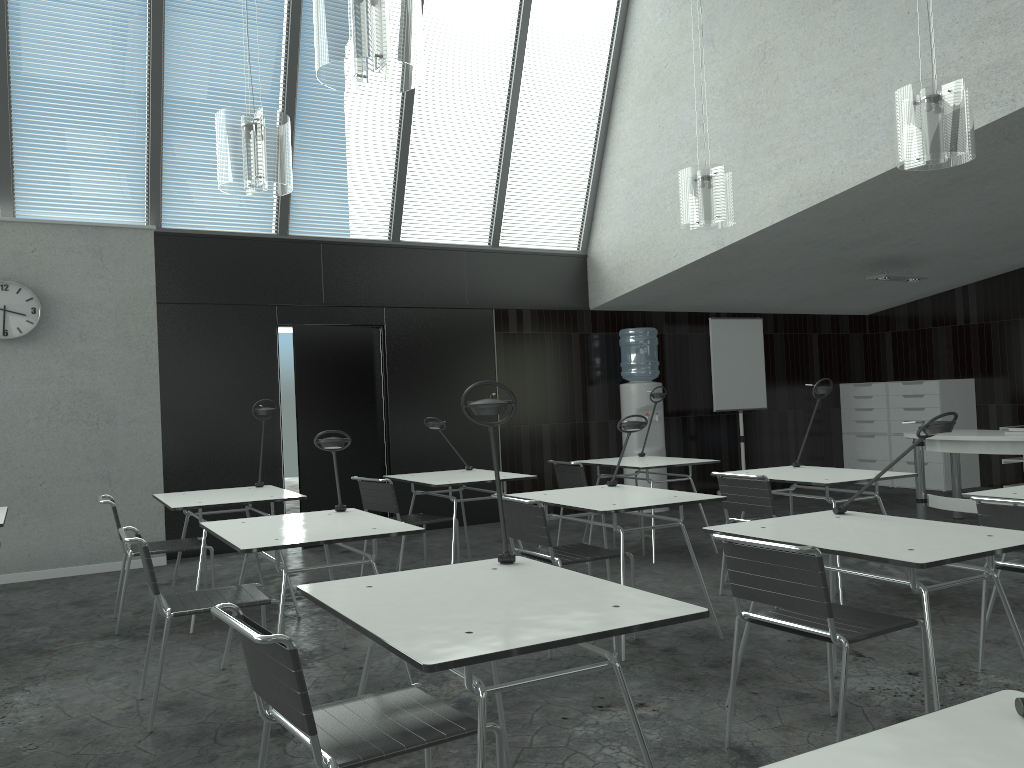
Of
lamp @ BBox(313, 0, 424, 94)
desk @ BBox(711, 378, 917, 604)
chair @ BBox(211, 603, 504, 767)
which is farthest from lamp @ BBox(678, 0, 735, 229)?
chair @ BBox(211, 603, 504, 767)

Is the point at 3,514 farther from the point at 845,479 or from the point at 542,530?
the point at 845,479

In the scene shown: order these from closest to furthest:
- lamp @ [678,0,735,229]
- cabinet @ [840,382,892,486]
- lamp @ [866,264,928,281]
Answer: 1. lamp @ [678,0,735,229]
2. lamp @ [866,264,928,281]
3. cabinet @ [840,382,892,486]

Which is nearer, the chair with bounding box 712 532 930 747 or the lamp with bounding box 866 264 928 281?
the chair with bounding box 712 532 930 747

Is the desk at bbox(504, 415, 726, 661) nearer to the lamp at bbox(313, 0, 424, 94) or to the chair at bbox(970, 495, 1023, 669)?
the chair at bbox(970, 495, 1023, 669)

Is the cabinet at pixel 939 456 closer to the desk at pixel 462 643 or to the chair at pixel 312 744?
the desk at pixel 462 643

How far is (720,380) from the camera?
9.0 meters

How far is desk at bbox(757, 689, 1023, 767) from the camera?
1.17m

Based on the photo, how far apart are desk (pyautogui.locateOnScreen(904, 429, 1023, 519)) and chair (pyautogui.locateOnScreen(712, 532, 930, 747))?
4.08m

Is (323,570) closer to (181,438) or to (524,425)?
(181,438)
